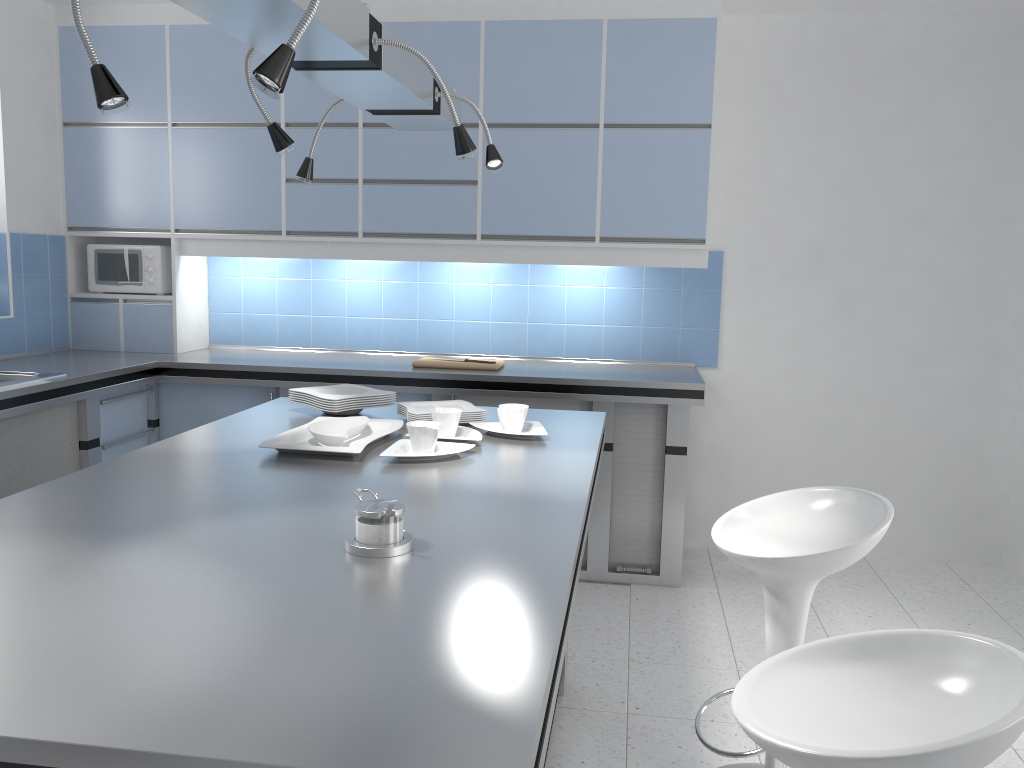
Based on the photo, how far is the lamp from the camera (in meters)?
1.39

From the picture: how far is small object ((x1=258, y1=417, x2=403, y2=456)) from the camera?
2.3m

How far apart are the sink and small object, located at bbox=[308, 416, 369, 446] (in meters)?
1.62

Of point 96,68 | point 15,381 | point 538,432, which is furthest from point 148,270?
point 96,68

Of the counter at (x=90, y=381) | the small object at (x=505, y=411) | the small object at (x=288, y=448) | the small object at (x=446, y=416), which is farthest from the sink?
the small object at (x=505, y=411)

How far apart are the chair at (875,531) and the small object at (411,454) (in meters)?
0.70

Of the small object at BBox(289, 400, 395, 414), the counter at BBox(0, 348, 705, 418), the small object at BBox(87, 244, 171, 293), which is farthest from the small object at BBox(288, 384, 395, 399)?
the small object at BBox(87, 244, 171, 293)

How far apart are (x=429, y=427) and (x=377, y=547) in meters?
0.8 m

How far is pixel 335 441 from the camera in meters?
2.4

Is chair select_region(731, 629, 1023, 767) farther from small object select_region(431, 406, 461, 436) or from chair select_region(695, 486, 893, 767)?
small object select_region(431, 406, 461, 436)
